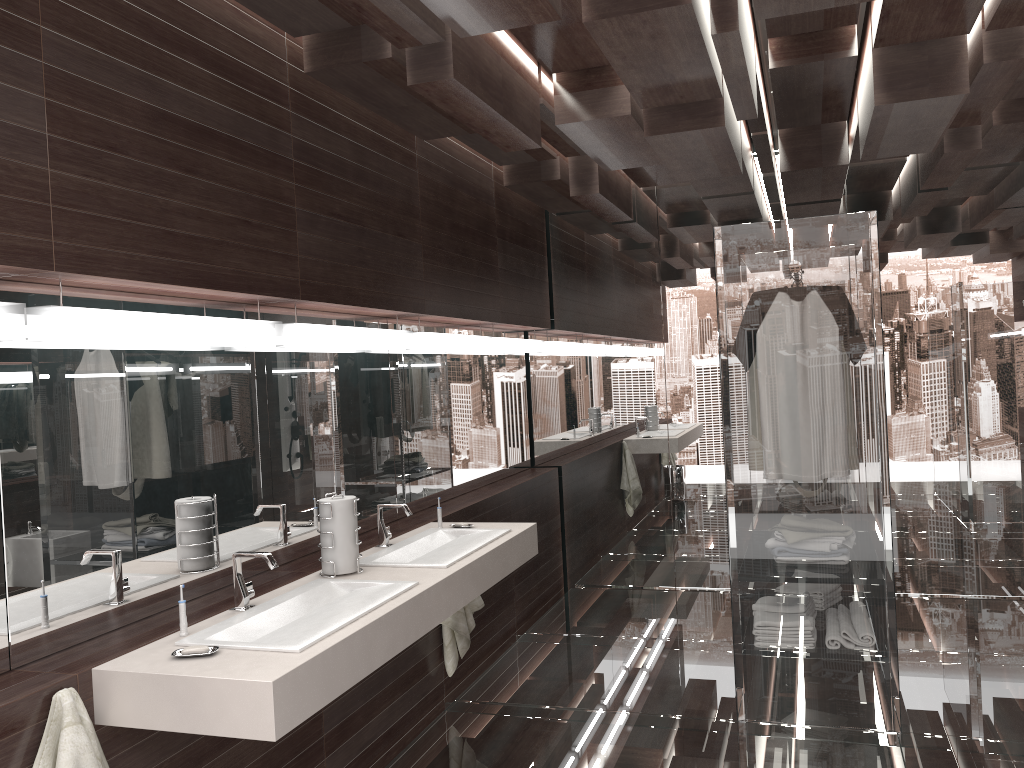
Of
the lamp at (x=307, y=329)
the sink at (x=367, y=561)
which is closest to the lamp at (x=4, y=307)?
the lamp at (x=307, y=329)

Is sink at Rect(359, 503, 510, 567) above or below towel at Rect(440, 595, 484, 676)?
above

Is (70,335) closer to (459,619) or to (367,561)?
(367,561)

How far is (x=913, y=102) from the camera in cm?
335

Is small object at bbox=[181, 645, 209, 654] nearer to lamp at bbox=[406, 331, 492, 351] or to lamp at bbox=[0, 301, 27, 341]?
lamp at bbox=[0, 301, 27, 341]

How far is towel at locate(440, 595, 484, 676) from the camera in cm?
386

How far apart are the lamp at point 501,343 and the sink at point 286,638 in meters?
2.4

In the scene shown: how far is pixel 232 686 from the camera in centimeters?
194cm

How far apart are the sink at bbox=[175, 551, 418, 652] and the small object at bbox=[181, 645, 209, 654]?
0.1 meters

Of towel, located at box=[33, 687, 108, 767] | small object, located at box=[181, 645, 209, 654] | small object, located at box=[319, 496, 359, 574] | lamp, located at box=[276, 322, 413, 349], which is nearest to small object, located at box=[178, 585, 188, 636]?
small object, located at box=[181, 645, 209, 654]
